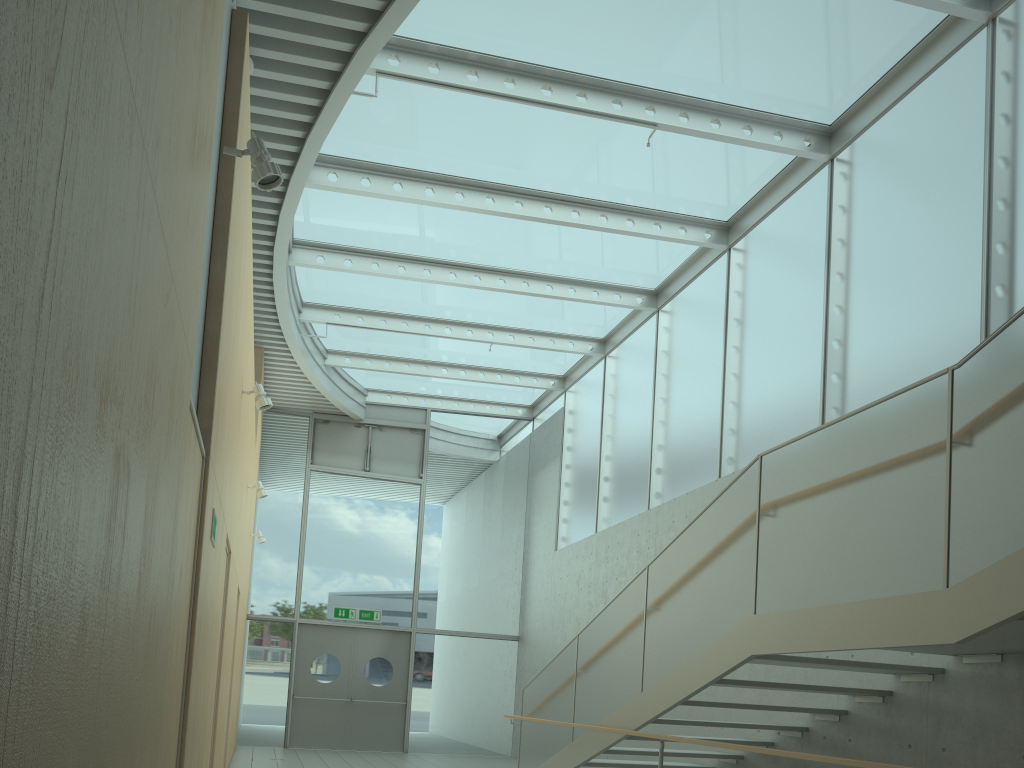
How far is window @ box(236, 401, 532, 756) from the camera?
13.80m

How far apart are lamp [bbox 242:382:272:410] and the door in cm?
841

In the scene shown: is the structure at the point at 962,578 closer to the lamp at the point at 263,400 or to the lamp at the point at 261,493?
the lamp at the point at 263,400

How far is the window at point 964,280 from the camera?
6.2m

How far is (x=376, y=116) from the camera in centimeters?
807cm

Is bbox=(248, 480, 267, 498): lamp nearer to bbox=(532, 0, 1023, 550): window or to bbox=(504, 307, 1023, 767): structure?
bbox=(504, 307, 1023, 767): structure

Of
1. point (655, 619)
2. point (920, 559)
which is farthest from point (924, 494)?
point (655, 619)

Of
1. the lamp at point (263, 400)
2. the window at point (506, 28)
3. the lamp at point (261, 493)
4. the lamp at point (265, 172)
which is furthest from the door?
the lamp at point (265, 172)

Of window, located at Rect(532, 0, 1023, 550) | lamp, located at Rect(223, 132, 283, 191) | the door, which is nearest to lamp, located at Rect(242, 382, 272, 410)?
lamp, located at Rect(223, 132, 283, 191)

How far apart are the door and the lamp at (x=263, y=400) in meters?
8.4 m
